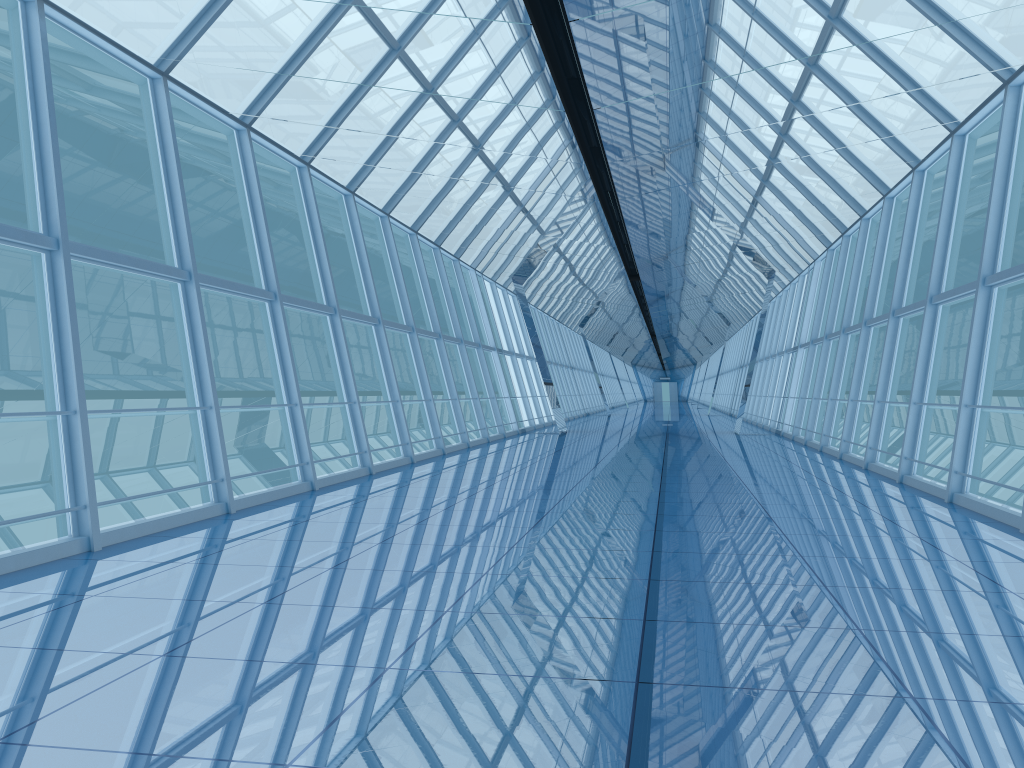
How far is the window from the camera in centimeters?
865cm

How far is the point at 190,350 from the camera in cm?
865

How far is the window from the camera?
8.7 meters

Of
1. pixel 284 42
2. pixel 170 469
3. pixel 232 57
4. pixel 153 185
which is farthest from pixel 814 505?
pixel 153 185
